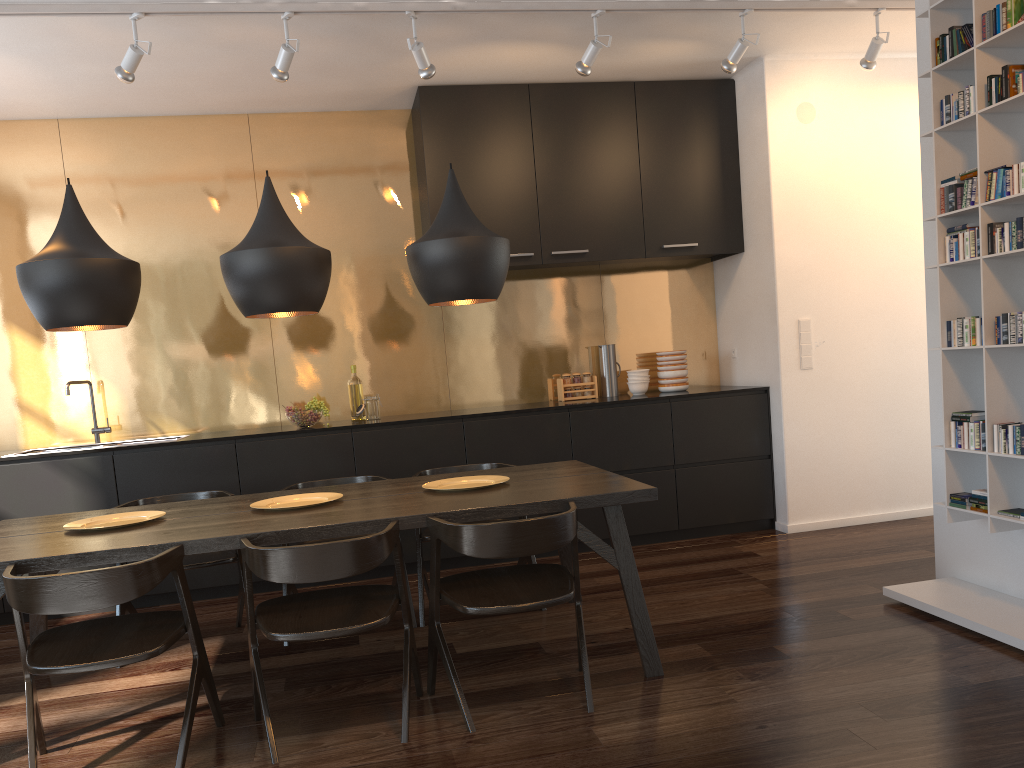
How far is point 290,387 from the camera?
5.54m

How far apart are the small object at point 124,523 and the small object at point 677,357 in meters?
3.4 m

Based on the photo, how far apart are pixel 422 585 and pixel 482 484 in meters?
0.7 m

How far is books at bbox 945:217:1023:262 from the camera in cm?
314

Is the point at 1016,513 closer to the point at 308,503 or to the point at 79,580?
the point at 308,503

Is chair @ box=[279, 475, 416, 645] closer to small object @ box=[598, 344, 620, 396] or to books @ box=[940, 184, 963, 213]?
small object @ box=[598, 344, 620, 396]

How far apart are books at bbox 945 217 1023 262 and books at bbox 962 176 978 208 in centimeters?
10cm

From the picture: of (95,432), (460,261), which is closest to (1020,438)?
(460,261)

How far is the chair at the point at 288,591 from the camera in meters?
3.9

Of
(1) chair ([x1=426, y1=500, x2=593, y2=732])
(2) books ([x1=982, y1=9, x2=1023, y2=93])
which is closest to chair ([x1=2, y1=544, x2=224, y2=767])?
(1) chair ([x1=426, y1=500, x2=593, y2=732])
